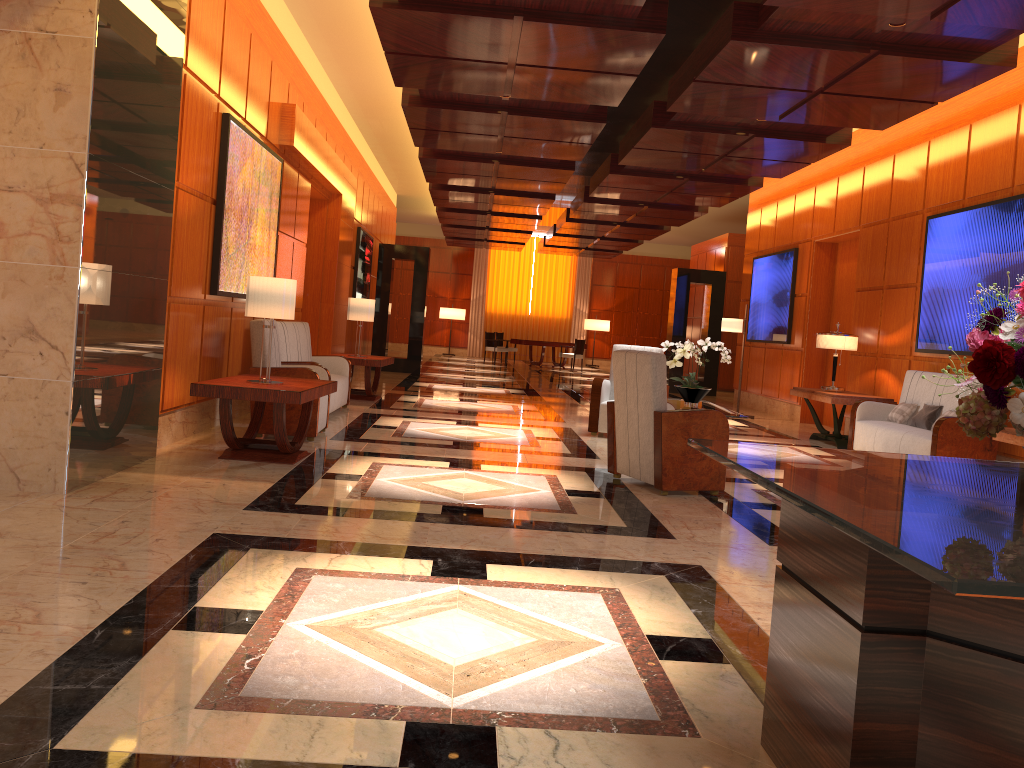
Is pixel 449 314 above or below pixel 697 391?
above

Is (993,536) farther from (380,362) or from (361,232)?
(361,232)

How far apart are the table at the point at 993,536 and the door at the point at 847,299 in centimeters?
954cm

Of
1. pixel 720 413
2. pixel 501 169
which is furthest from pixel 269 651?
pixel 501 169

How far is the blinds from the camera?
28.8 meters

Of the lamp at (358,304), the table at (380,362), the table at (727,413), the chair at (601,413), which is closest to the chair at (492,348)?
the table at (380,362)

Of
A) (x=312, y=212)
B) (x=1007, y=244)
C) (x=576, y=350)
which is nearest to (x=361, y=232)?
(x=312, y=212)

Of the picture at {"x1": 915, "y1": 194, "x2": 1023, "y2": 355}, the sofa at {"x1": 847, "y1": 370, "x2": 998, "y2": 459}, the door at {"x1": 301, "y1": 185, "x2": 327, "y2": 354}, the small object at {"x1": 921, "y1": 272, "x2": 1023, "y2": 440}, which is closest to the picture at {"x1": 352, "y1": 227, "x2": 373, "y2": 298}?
the door at {"x1": 301, "y1": 185, "x2": 327, "y2": 354}

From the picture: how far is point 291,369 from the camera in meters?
7.2 m

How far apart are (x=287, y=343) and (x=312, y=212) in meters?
4.3 m
